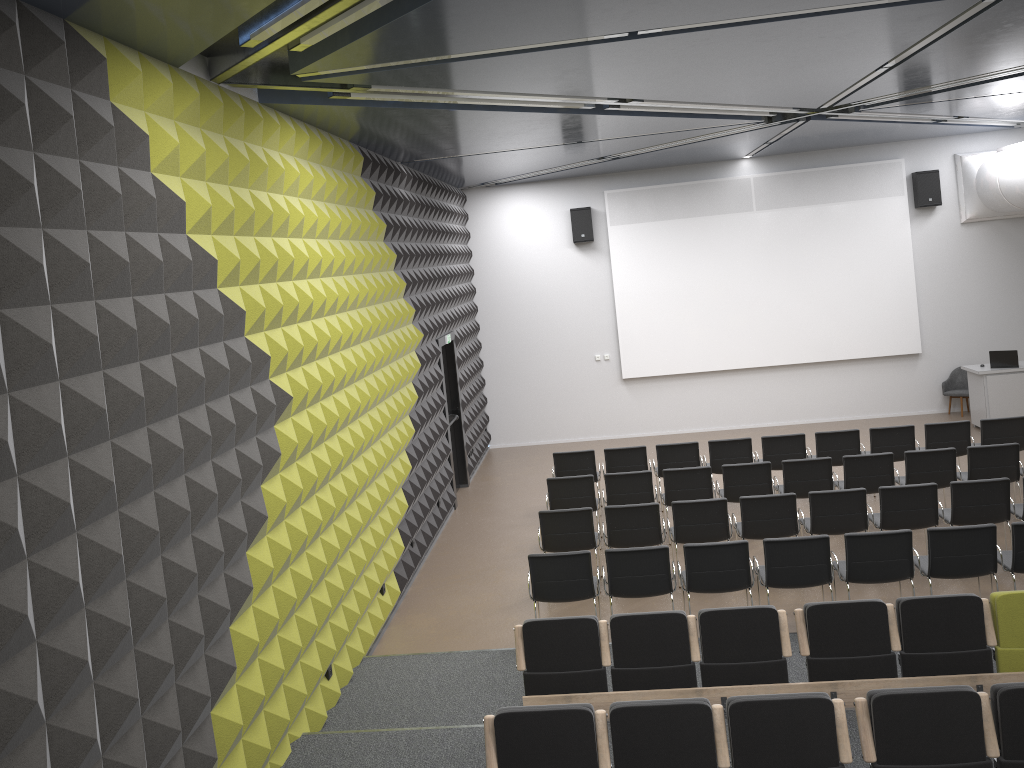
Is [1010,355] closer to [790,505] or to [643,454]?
[643,454]

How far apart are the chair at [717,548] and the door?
5.2 meters

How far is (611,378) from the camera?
16.29m

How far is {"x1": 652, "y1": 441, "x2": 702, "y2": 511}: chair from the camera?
11.5 meters

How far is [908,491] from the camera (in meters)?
8.72

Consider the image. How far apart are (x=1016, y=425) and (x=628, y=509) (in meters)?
5.56

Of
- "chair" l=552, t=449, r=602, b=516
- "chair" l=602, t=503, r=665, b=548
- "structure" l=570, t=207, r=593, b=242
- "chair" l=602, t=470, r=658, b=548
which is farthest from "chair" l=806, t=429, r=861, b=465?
"structure" l=570, t=207, r=593, b=242

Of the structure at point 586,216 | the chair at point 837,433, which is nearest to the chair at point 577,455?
the chair at point 837,433

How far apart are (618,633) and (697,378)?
10.3m

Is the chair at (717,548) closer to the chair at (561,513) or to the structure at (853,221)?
the chair at (561,513)
